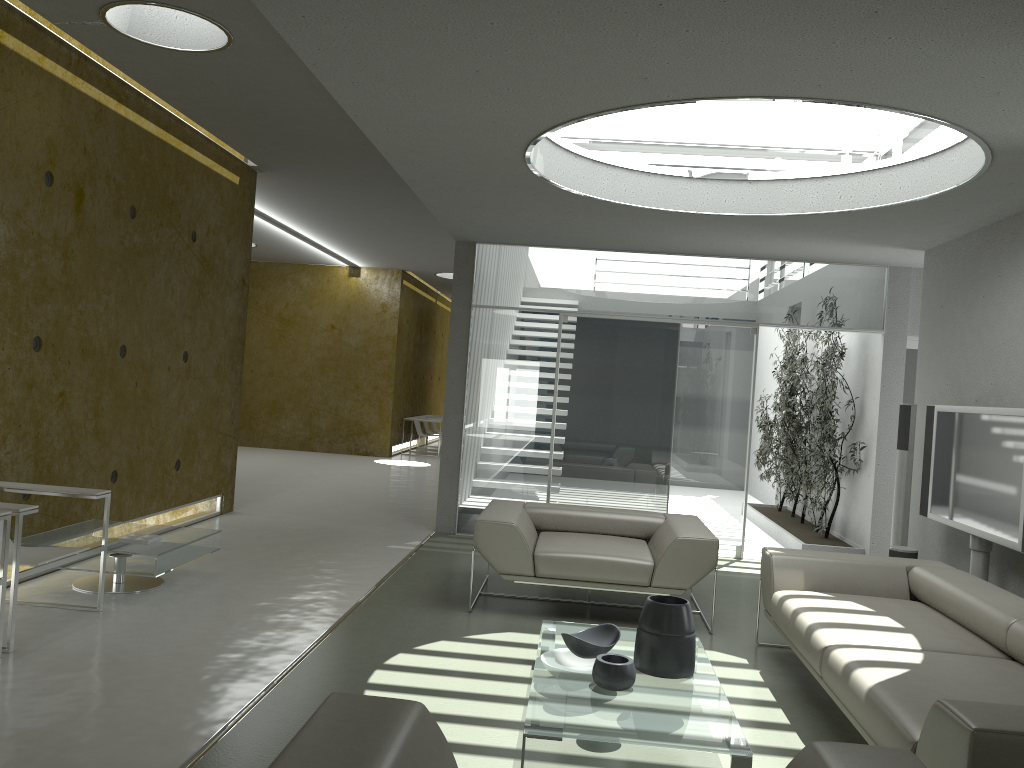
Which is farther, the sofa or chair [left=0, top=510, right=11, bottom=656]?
chair [left=0, top=510, right=11, bottom=656]

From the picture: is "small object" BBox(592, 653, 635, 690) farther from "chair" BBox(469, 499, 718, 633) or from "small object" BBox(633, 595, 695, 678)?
"chair" BBox(469, 499, 718, 633)

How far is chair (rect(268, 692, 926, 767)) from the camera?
1.9 meters

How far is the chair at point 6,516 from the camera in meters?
4.0

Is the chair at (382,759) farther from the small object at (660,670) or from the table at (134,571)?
the table at (134,571)

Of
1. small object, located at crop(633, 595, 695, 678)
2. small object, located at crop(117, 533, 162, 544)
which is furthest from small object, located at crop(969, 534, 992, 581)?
small object, located at crop(117, 533, 162, 544)

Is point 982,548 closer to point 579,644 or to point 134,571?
point 579,644

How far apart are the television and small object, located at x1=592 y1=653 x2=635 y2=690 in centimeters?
254cm

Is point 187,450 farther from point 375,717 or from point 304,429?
point 304,429

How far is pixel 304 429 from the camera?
15.60m
